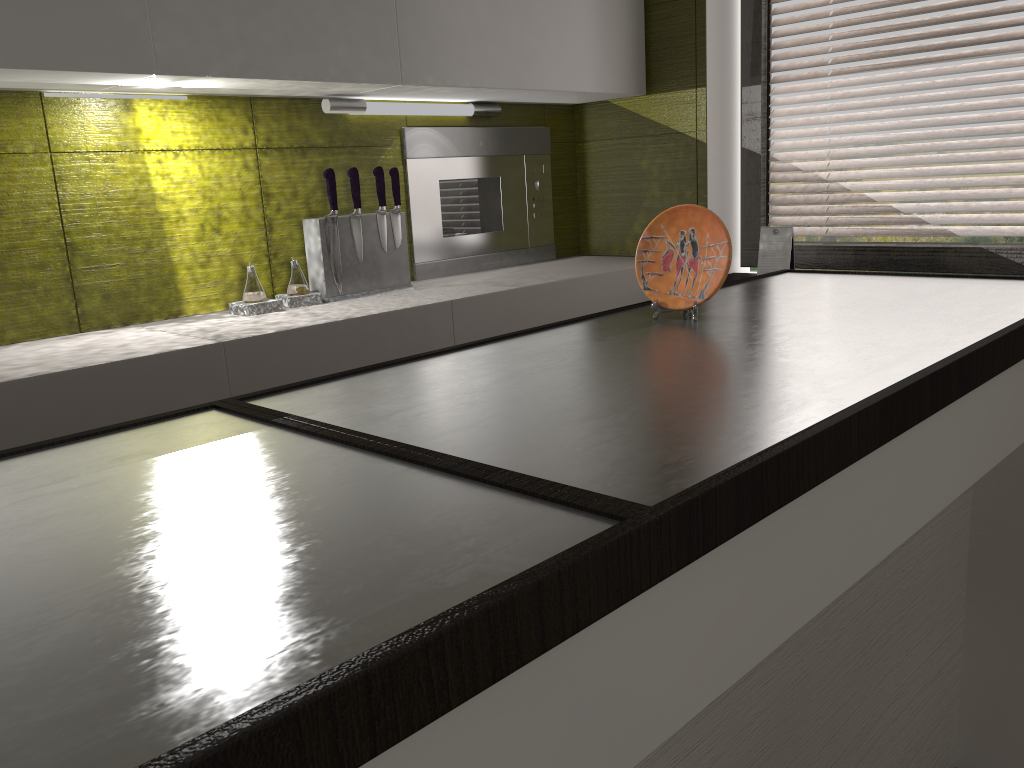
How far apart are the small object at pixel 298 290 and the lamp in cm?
43

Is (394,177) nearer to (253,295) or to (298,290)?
(298,290)

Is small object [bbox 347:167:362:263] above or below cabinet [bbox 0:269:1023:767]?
above

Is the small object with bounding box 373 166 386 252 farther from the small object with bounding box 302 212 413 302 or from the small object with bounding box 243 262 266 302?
the small object with bounding box 243 262 266 302

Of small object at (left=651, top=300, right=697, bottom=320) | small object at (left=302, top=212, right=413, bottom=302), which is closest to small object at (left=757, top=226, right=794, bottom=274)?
small object at (left=302, top=212, right=413, bottom=302)

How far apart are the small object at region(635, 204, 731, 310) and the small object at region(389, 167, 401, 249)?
1.13m

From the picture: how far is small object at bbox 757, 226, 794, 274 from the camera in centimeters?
278cm

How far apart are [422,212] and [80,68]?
1.2m

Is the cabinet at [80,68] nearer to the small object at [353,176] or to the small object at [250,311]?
the small object at [353,176]

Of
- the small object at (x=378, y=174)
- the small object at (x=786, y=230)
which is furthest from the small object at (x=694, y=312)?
the small object at (x=786, y=230)
